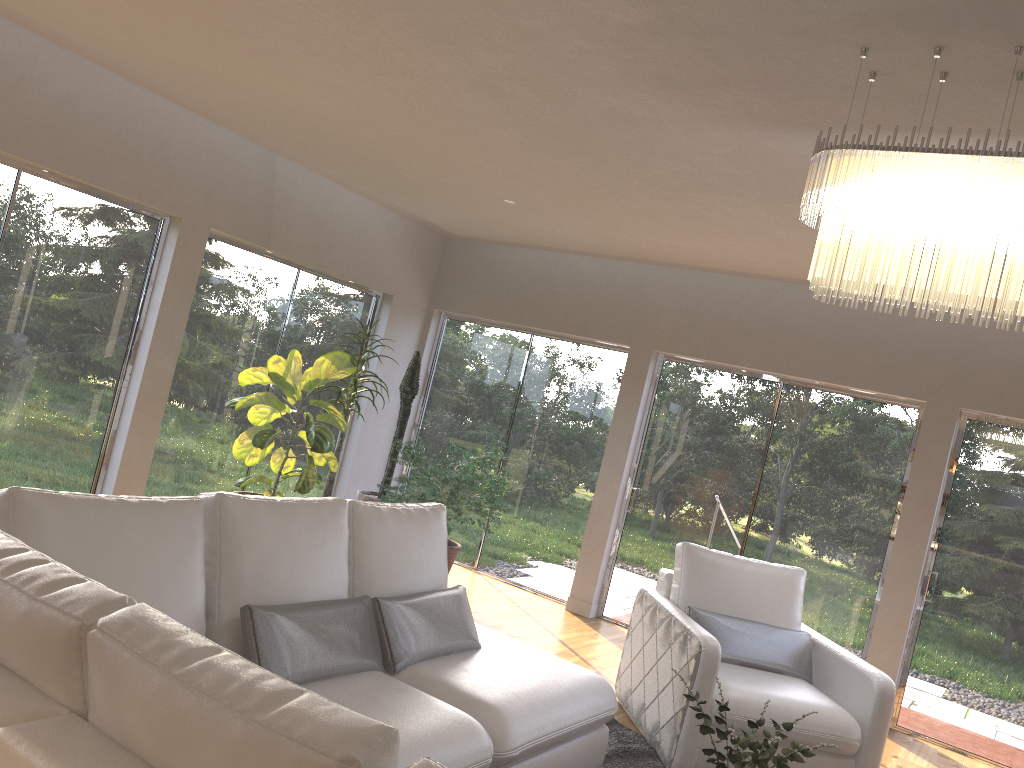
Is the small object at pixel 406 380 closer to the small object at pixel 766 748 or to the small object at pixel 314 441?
the small object at pixel 314 441

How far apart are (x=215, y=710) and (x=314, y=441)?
4.5 meters

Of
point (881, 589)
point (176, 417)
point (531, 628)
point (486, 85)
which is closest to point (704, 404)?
point (881, 589)

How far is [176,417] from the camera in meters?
6.2 m

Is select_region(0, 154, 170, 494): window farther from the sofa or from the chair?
the chair

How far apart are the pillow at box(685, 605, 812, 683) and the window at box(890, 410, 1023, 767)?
1.56m

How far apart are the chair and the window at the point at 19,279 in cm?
353

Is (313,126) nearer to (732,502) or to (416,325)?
(416,325)

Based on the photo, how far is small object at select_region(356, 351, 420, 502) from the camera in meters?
7.1

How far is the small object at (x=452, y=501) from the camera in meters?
6.2
